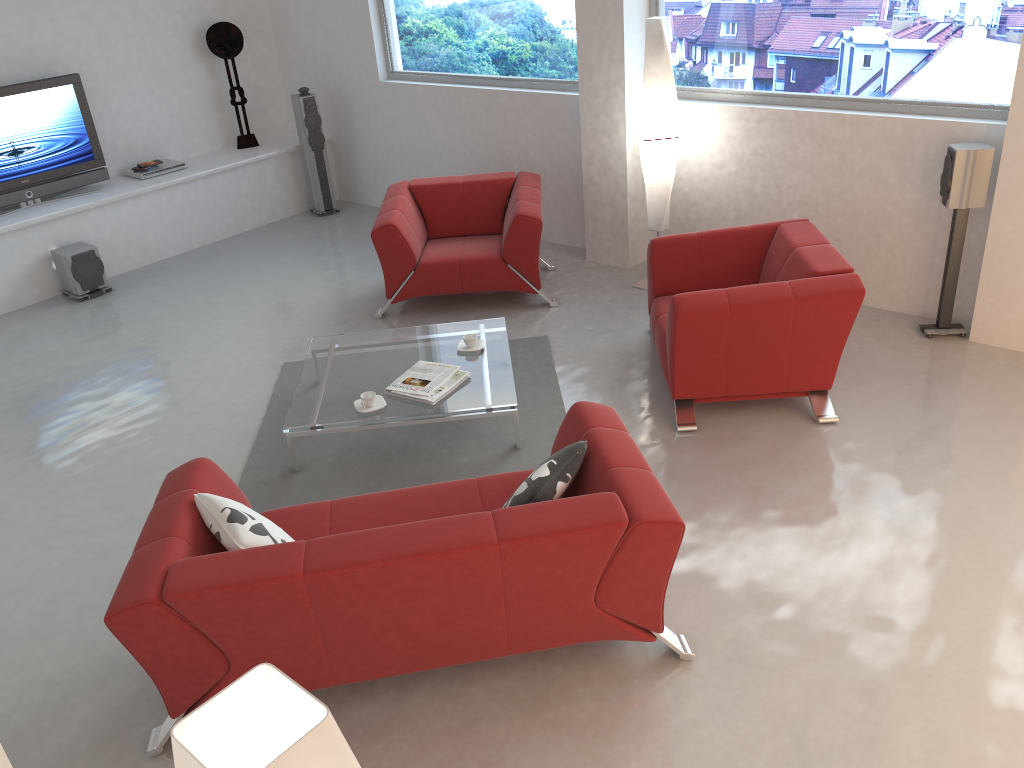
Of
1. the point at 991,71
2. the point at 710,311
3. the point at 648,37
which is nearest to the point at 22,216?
the point at 648,37

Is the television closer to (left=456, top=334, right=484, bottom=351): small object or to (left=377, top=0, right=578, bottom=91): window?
(left=377, top=0, right=578, bottom=91): window

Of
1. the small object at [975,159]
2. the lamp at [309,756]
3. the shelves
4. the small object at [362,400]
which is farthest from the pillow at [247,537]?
the shelves

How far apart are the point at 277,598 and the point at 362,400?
1.8 meters

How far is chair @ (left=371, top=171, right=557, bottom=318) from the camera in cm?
593

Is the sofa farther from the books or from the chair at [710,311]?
the chair at [710,311]

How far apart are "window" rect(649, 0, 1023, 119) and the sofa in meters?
3.1 m

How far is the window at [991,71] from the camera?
4.86m

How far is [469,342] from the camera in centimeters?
493cm

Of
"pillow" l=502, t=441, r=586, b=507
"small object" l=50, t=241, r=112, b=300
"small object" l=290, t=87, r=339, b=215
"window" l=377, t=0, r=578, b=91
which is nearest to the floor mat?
"pillow" l=502, t=441, r=586, b=507
